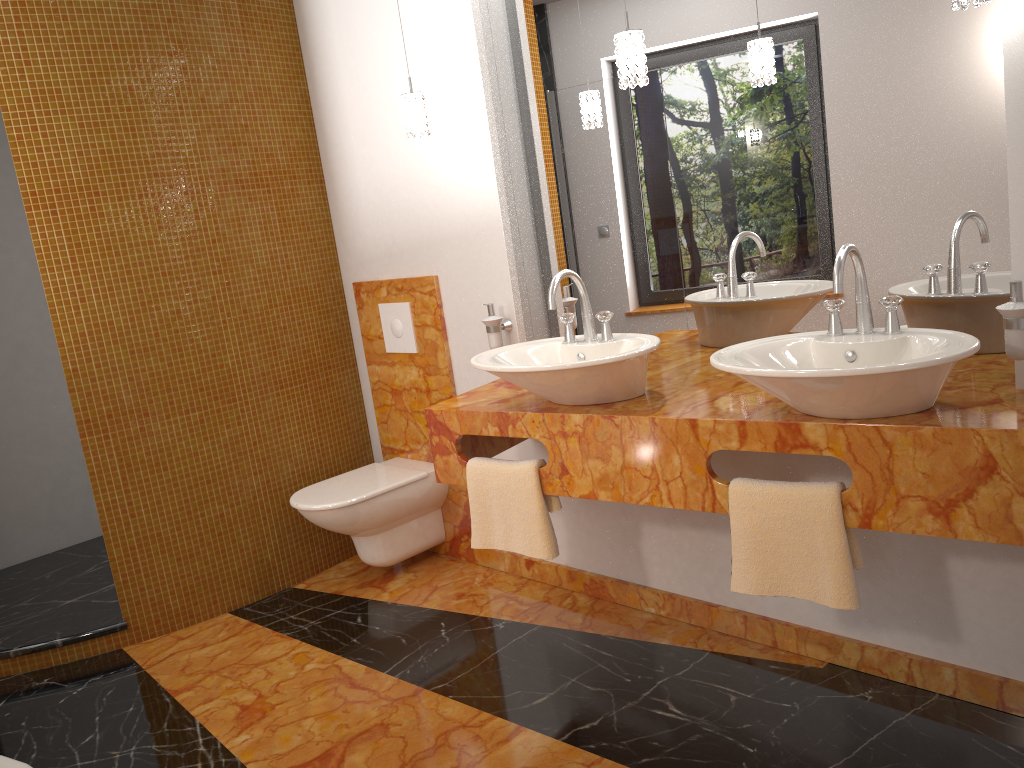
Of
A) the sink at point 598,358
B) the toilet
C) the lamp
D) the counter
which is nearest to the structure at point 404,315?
the toilet

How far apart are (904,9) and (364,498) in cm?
226

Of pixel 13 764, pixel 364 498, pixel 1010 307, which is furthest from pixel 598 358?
pixel 13 764

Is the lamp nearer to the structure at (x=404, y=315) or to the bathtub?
the structure at (x=404, y=315)

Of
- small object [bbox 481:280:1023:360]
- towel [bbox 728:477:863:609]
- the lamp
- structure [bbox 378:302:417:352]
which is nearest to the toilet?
structure [bbox 378:302:417:352]

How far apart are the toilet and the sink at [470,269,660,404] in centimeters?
97cm

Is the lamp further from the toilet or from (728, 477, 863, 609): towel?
the toilet

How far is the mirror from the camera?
2.0m

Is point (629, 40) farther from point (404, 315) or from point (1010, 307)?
point (404, 315)

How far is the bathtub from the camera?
1.60m
